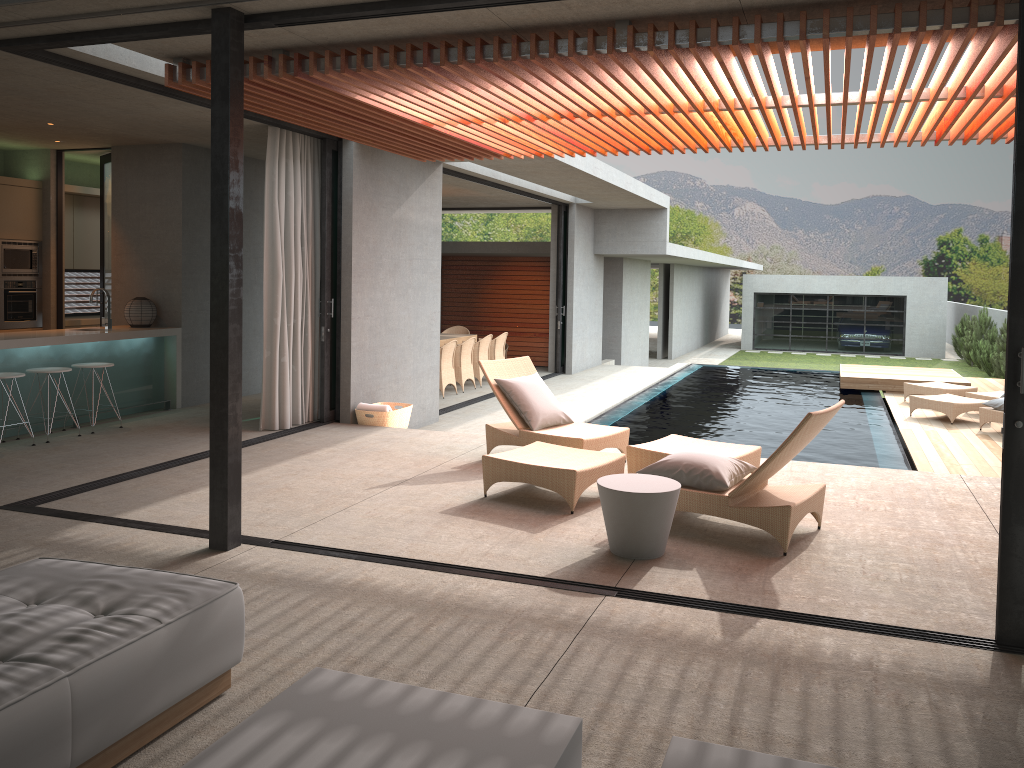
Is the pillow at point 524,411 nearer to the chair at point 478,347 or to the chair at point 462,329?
the chair at point 478,347

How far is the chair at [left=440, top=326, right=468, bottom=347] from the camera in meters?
16.9 m

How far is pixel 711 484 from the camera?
5.4 meters

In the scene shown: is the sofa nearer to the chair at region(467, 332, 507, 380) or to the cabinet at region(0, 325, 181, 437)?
the cabinet at region(0, 325, 181, 437)

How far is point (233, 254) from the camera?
4.78m

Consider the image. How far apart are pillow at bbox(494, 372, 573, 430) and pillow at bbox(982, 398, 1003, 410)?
6.5 meters

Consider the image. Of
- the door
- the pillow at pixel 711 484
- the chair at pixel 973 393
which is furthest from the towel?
the chair at pixel 973 393

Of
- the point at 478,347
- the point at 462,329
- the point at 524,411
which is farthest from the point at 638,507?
the point at 462,329

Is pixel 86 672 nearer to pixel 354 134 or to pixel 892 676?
pixel 892 676

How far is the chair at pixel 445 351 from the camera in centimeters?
1317cm
